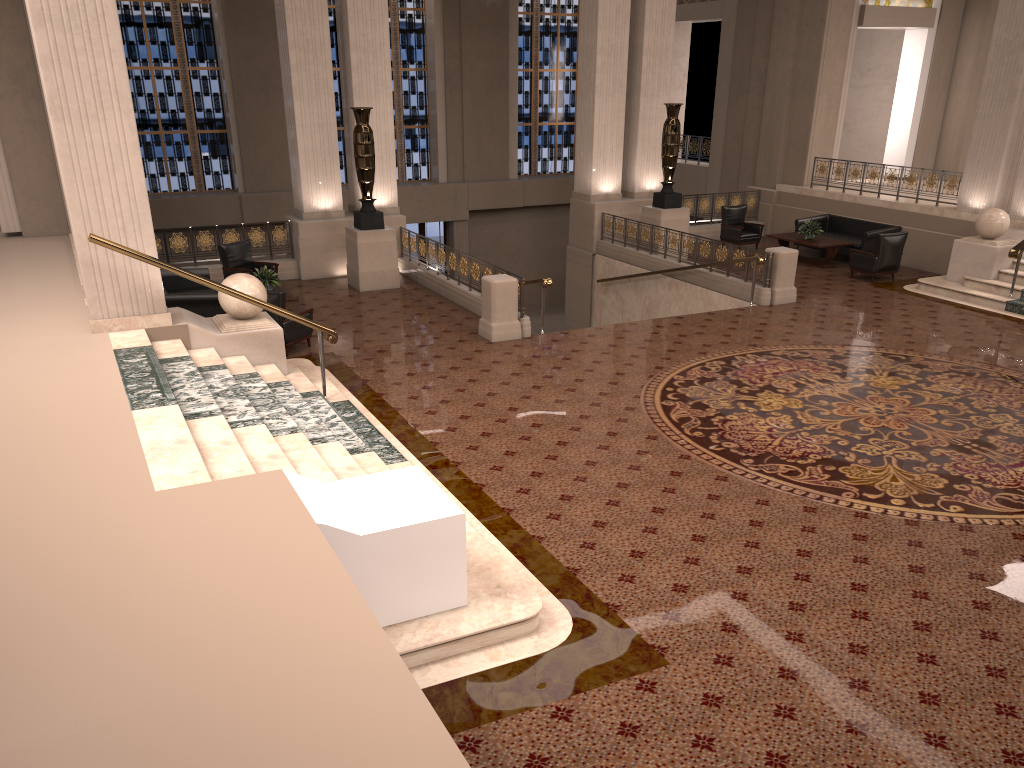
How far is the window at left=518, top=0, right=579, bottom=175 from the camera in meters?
24.3 m

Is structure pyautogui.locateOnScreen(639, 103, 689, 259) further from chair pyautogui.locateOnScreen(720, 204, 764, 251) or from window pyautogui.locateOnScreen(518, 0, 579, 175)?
window pyautogui.locateOnScreen(518, 0, 579, 175)

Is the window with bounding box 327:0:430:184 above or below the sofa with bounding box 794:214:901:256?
above

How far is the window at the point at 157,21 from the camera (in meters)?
20.22

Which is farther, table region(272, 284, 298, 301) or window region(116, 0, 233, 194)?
window region(116, 0, 233, 194)

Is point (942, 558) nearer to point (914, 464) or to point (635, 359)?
point (914, 464)

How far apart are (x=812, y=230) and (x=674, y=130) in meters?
3.3 m

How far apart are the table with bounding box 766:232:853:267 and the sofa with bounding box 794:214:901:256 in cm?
35

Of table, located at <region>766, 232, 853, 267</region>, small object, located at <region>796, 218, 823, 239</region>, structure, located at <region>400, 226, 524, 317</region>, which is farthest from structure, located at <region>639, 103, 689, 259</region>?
structure, located at <region>400, 226, 524, 317</region>

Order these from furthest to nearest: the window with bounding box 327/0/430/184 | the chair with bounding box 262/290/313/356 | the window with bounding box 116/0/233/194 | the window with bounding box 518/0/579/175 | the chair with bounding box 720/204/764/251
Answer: the window with bounding box 518/0/579/175 → the window with bounding box 327/0/430/184 → the window with bounding box 116/0/233/194 → the chair with bounding box 720/204/764/251 → the chair with bounding box 262/290/313/356
